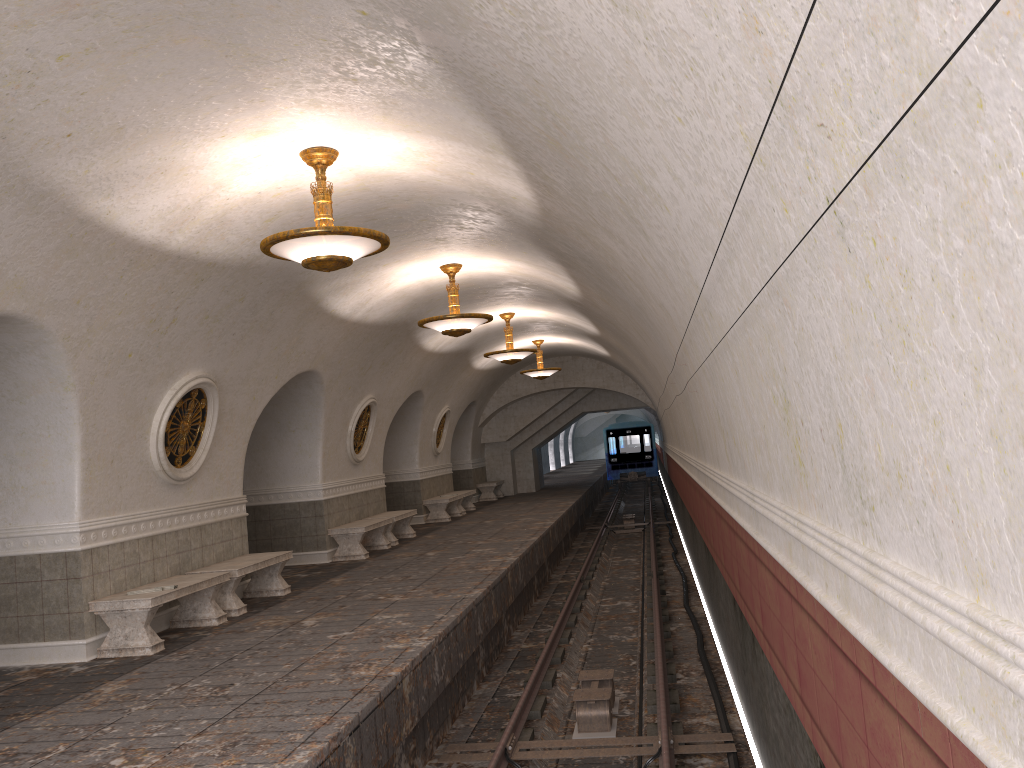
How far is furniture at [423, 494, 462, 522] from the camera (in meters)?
19.69

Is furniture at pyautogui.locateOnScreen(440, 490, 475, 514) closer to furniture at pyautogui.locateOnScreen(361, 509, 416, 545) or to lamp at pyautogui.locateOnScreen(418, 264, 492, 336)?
furniture at pyautogui.locateOnScreen(361, 509, 416, 545)

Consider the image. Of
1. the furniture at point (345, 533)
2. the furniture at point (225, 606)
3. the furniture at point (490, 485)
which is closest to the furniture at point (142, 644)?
the furniture at point (225, 606)

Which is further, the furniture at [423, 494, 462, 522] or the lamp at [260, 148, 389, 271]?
the furniture at [423, 494, 462, 522]

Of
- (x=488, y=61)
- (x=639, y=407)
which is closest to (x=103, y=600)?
(x=488, y=61)

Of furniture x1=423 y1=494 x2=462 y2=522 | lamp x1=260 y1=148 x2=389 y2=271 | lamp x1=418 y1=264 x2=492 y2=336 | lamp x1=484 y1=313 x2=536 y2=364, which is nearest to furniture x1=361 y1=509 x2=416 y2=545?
furniture x1=423 y1=494 x2=462 y2=522

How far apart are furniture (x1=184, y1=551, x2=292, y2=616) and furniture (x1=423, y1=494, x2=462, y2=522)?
8.9m

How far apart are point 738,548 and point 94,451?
5.80m

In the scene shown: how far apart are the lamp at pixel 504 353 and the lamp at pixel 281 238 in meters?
8.9

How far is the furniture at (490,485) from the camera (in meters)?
25.92
